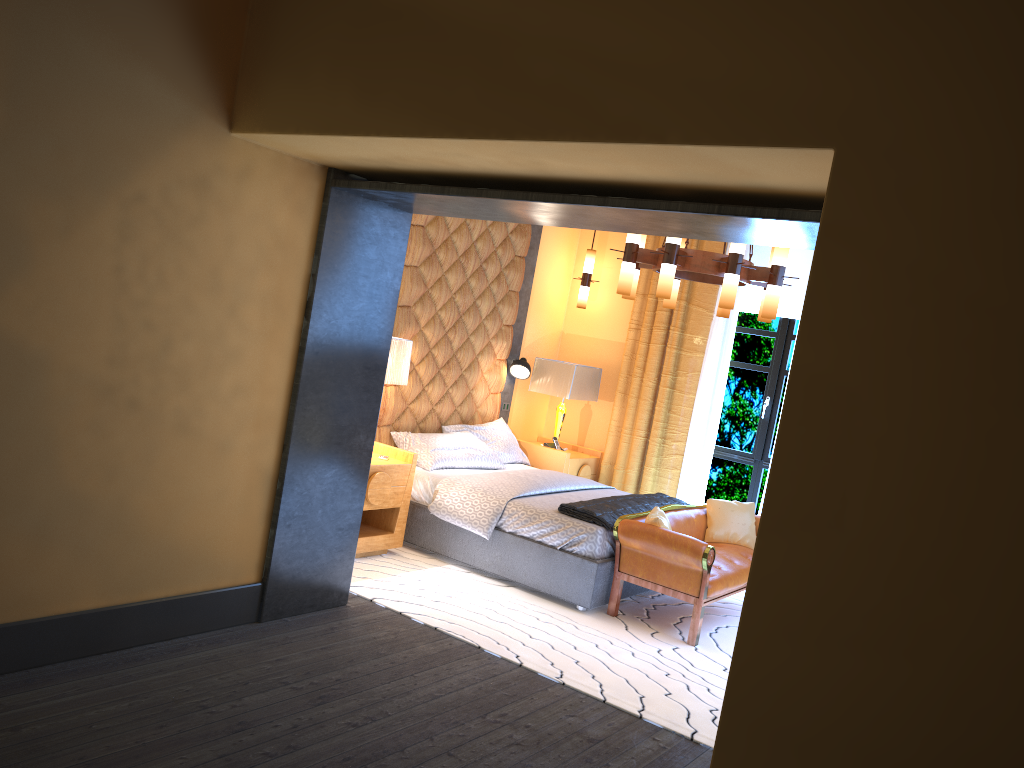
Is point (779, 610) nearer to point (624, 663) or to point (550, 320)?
point (624, 663)

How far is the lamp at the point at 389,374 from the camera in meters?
5.7

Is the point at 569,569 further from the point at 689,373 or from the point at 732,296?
the point at 689,373

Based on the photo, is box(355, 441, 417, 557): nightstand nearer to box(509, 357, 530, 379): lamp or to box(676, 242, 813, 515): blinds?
box(509, 357, 530, 379): lamp

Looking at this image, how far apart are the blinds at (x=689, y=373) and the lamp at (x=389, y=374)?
2.5m

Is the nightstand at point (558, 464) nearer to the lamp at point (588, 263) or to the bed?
the bed

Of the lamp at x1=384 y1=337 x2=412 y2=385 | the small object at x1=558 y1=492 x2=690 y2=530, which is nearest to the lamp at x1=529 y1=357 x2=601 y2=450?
the small object at x1=558 y1=492 x2=690 y2=530

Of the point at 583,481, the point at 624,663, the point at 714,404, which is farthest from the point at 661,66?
the point at 714,404

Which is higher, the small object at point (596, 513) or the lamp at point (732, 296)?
the lamp at point (732, 296)

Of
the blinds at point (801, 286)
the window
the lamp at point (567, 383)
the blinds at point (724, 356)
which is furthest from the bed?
the blinds at point (801, 286)
